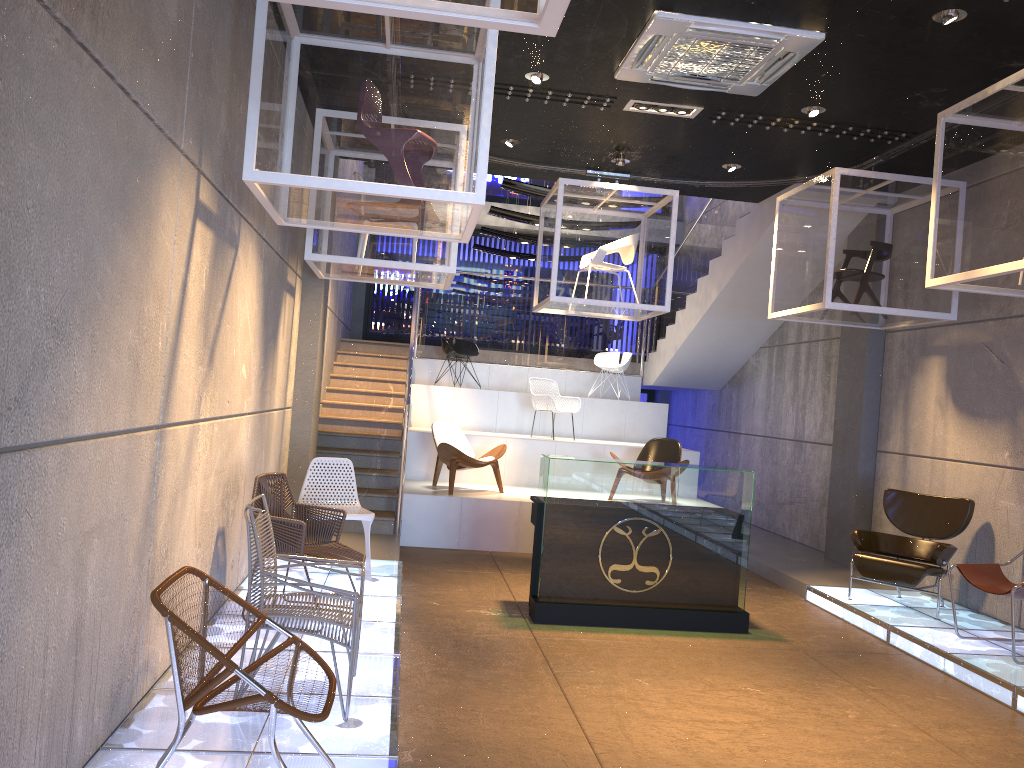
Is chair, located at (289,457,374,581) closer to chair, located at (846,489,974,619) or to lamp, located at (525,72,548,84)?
lamp, located at (525,72,548,84)

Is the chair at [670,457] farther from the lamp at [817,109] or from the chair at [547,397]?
the lamp at [817,109]

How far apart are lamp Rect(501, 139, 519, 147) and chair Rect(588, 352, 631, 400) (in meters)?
5.63

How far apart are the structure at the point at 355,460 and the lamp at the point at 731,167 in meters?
1.3

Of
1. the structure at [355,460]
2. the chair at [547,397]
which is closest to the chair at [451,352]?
the structure at [355,460]

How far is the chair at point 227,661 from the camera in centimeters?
268cm

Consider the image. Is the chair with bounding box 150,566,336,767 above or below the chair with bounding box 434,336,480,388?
below

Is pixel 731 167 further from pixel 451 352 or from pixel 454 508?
pixel 451 352

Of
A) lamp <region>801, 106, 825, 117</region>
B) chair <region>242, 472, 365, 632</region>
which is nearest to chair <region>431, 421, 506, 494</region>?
chair <region>242, 472, 365, 632</region>

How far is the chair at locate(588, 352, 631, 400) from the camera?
13.4m
